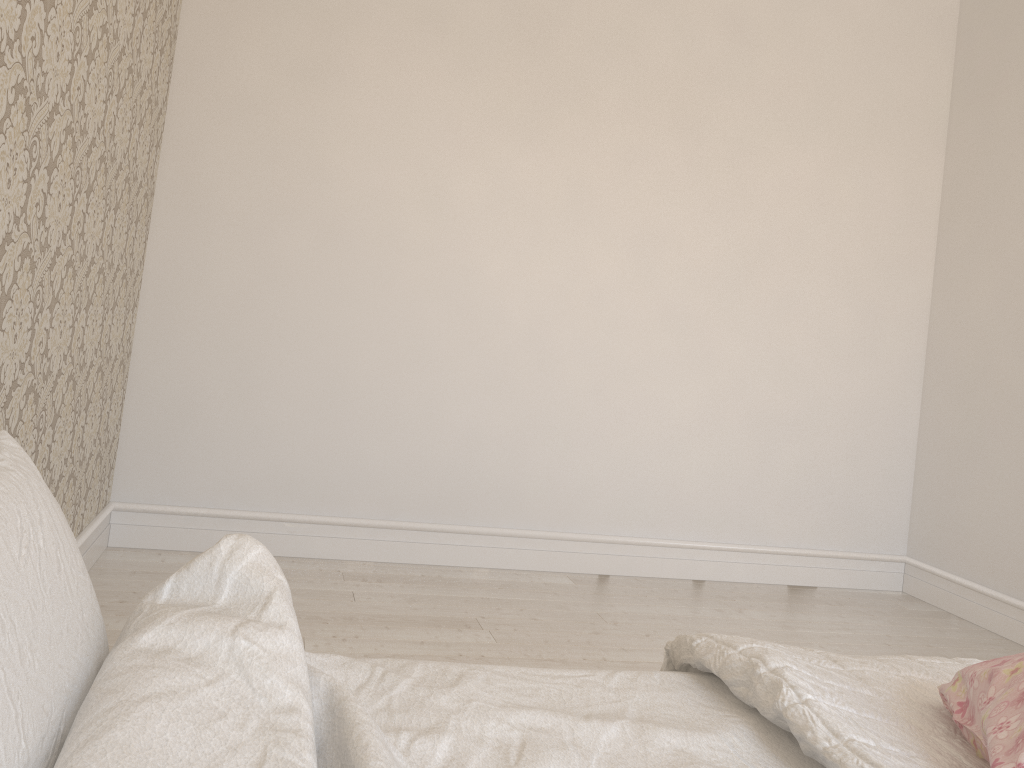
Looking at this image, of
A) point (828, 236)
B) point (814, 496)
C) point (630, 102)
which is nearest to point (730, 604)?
point (814, 496)

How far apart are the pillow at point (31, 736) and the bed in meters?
0.0

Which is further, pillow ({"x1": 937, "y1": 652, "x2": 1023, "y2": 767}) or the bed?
pillow ({"x1": 937, "y1": 652, "x2": 1023, "y2": 767})

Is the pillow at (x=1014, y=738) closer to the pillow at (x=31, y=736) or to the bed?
the bed

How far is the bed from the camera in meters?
0.8 m

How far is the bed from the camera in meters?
0.8 m

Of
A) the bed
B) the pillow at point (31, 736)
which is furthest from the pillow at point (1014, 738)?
the pillow at point (31, 736)

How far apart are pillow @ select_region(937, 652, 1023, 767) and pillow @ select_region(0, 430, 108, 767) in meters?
0.8

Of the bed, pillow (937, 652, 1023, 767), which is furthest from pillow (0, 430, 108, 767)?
pillow (937, 652, 1023, 767)

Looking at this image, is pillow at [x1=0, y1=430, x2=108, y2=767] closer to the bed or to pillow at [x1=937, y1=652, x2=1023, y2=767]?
the bed
